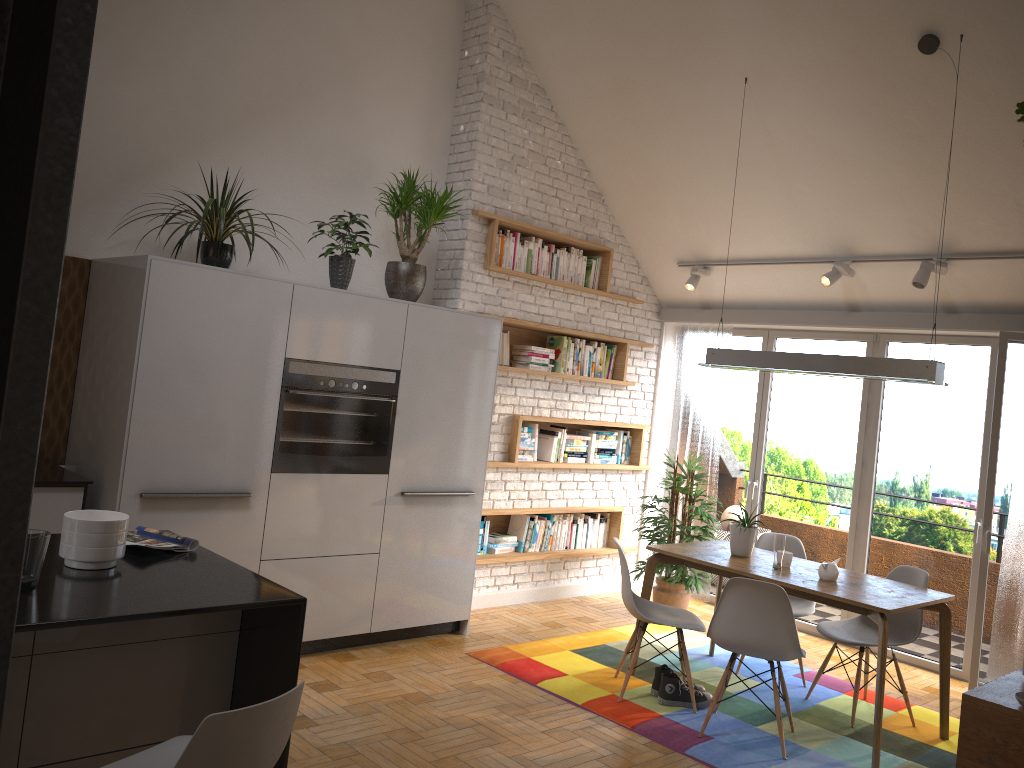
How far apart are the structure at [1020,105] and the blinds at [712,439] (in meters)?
5.08

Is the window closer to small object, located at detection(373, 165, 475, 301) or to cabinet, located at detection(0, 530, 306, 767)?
small object, located at detection(373, 165, 475, 301)

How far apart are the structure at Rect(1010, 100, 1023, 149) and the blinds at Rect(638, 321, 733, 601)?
5.1 meters

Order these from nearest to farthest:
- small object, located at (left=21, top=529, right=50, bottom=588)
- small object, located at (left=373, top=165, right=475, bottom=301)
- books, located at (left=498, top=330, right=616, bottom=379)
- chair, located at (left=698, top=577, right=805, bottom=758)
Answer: small object, located at (left=21, top=529, right=50, bottom=588)
chair, located at (left=698, top=577, right=805, bottom=758)
small object, located at (left=373, top=165, right=475, bottom=301)
books, located at (left=498, top=330, right=616, bottom=379)

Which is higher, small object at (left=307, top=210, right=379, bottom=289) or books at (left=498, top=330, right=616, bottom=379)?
small object at (left=307, top=210, right=379, bottom=289)

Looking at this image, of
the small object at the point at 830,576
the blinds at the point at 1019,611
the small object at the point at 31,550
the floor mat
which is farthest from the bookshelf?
the small object at the point at 31,550

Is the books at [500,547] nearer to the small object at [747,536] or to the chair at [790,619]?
the small object at [747,536]

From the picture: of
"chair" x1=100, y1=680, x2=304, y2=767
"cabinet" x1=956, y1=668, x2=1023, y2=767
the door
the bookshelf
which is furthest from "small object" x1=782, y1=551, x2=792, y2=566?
"chair" x1=100, y1=680, x2=304, y2=767

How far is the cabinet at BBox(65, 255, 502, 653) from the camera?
4.2 meters

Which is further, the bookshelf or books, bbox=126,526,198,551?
the bookshelf
